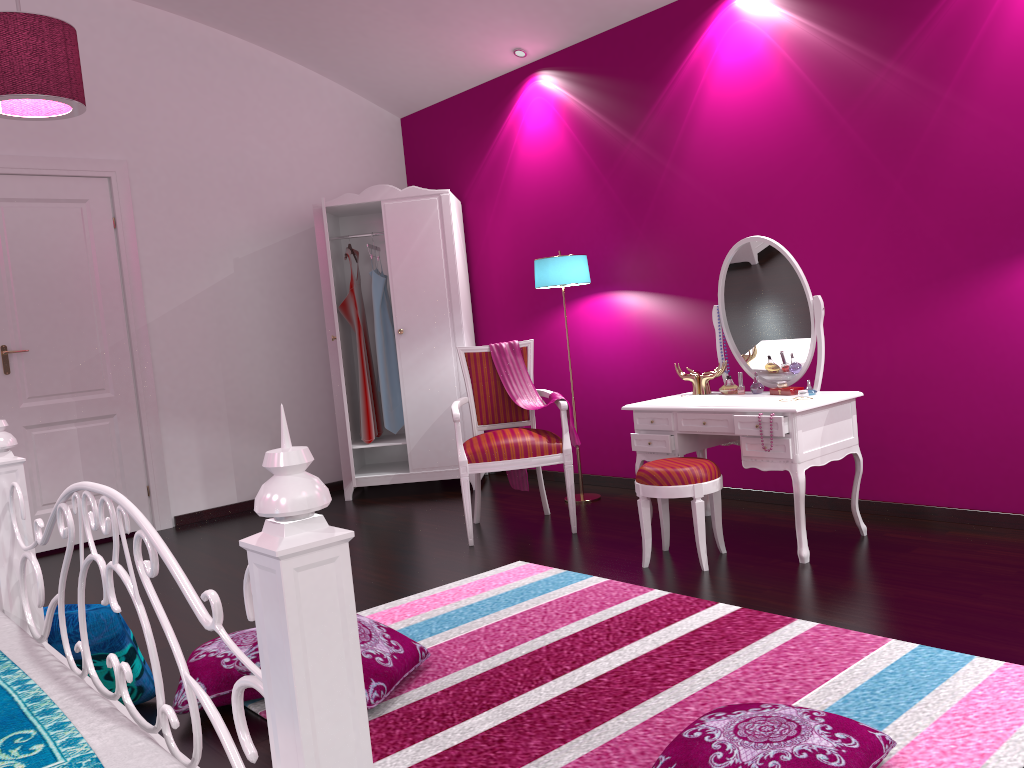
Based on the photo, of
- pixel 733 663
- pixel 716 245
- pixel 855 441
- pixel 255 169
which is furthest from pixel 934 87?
pixel 255 169

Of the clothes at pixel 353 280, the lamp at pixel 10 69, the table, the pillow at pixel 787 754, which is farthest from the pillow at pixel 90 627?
the clothes at pixel 353 280

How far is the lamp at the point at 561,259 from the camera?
4.6 meters

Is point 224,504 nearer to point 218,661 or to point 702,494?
point 218,661

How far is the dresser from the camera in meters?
5.3

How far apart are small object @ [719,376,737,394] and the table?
0.03m

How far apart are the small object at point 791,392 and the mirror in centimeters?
14cm

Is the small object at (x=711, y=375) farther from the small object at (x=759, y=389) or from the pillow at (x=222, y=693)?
the pillow at (x=222, y=693)

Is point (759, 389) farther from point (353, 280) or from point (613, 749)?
point (353, 280)

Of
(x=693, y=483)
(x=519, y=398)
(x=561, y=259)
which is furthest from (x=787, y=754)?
(x=561, y=259)
